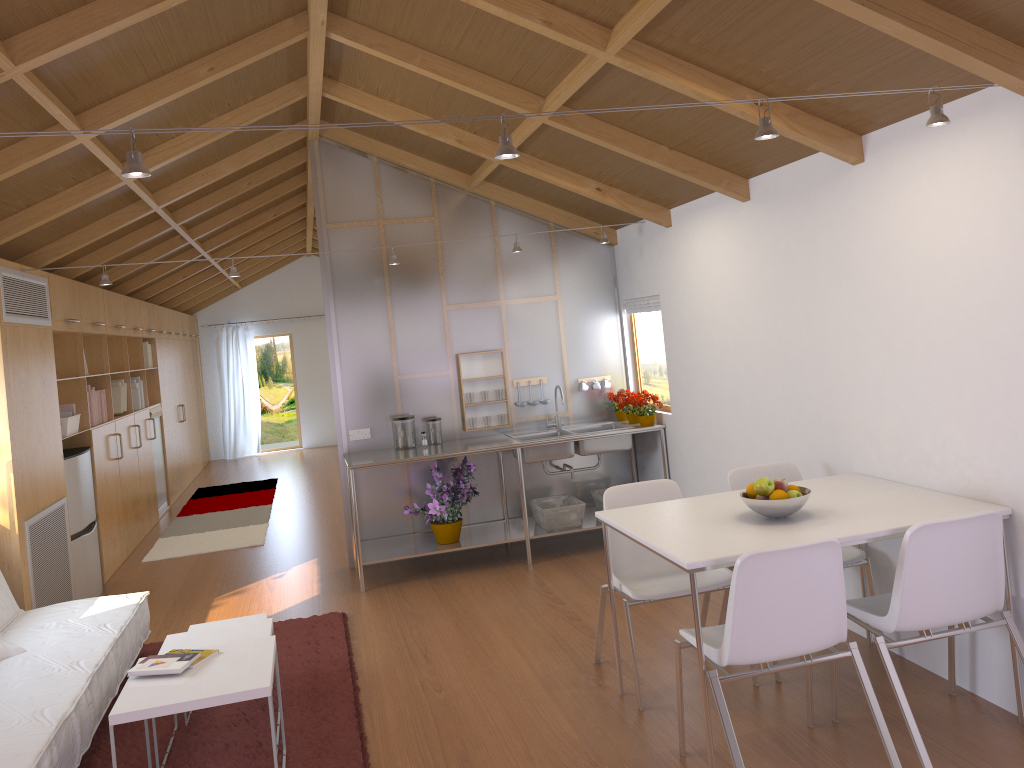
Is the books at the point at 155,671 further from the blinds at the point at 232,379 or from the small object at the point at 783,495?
the blinds at the point at 232,379

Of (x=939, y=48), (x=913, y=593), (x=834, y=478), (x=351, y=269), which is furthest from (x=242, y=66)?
(x=913, y=593)

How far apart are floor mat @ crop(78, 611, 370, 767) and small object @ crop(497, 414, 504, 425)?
1.85m

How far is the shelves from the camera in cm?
565

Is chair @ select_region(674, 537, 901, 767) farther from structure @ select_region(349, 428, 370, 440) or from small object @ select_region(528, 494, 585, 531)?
structure @ select_region(349, 428, 370, 440)

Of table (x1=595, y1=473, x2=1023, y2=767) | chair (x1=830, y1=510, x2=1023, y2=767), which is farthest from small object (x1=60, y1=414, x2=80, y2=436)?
chair (x1=830, y1=510, x2=1023, y2=767)

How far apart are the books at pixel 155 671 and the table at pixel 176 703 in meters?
→ 0.0 m

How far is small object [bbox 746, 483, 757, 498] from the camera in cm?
330

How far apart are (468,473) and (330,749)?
2.54m

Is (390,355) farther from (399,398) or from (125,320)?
(125,320)
